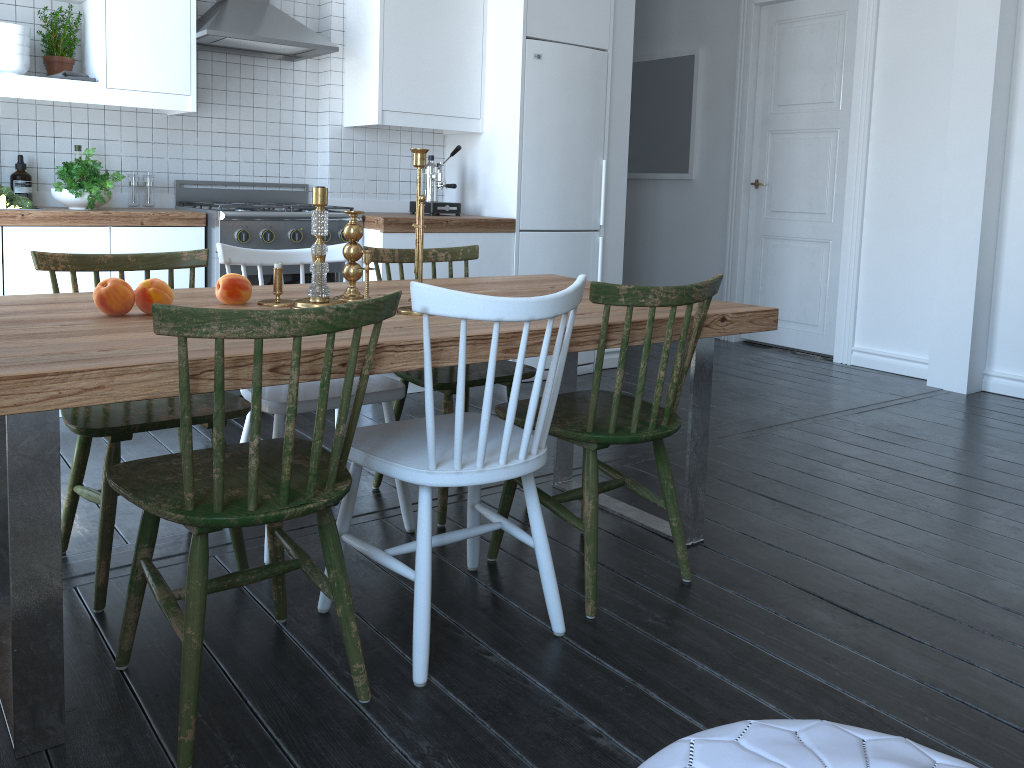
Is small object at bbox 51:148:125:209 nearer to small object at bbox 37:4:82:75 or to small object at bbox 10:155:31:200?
small object at bbox 10:155:31:200

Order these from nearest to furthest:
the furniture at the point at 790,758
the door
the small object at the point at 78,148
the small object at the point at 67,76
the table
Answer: the furniture at the point at 790,758 < the table < the small object at the point at 67,76 < the small object at the point at 78,148 < the door

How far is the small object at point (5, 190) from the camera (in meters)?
3.56

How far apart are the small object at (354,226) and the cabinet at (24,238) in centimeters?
181cm

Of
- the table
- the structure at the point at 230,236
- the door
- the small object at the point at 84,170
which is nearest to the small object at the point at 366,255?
the table

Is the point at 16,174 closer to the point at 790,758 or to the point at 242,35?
the point at 242,35

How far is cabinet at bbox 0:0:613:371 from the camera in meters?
3.7 m

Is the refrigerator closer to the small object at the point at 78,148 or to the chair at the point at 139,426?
the small object at the point at 78,148

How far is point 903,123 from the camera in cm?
513

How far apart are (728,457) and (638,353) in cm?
223
